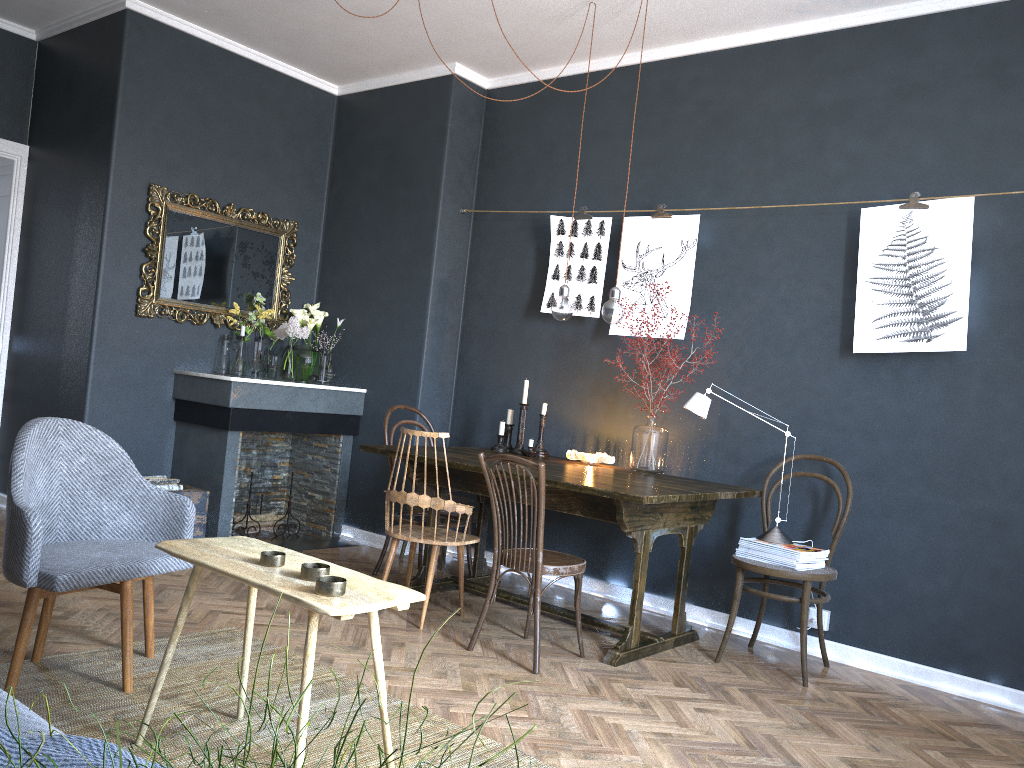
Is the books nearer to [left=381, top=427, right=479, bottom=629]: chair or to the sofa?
[left=381, top=427, right=479, bottom=629]: chair

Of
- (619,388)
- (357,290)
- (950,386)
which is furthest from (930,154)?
(357,290)

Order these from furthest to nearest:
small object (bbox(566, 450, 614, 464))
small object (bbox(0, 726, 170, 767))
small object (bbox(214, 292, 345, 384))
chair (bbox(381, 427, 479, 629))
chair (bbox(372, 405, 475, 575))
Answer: small object (bbox(214, 292, 345, 384)), chair (bbox(372, 405, 475, 575)), small object (bbox(566, 450, 614, 464)), chair (bbox(381, 427, 479, 629)), small object (bbox(0, 726, 170, 767))

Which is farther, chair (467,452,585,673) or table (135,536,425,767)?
chair (467,452,585,673)

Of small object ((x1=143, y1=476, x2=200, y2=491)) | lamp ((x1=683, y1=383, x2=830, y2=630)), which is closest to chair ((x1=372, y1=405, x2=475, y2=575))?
small object ((x1=143, y1=476, x2=200, y2=491))

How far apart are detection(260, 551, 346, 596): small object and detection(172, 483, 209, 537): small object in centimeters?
274cm

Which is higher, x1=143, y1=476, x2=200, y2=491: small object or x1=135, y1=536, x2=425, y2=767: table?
x1=135, y1=536, x2=425, y2=767: table

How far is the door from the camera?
5.86m

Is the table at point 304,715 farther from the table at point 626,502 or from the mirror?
the mirror

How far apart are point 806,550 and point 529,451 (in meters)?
1.55
